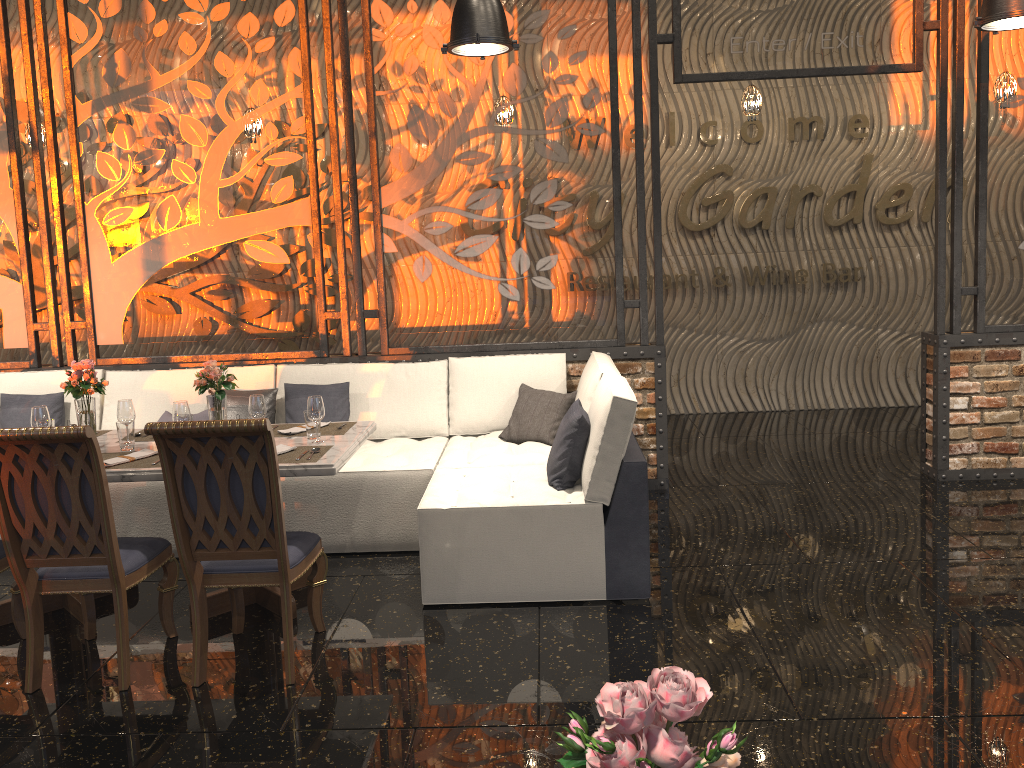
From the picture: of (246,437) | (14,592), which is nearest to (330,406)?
(14,592)

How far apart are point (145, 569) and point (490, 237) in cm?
299

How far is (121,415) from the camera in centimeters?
416cm

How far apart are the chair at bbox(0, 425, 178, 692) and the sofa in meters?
1.0 m

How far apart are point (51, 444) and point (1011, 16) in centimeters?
440cm

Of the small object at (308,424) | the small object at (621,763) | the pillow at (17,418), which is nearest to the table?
the small object at (308,424)

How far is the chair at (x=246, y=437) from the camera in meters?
3.2 m

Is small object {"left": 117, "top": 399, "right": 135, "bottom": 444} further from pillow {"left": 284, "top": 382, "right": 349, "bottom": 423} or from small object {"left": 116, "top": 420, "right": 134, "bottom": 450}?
pillow {"left": 284, "top": 382, "right": 349, "bottom": 423}

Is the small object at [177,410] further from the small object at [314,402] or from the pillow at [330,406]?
the pillow at [330,406]

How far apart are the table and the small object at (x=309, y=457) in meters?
0.0
